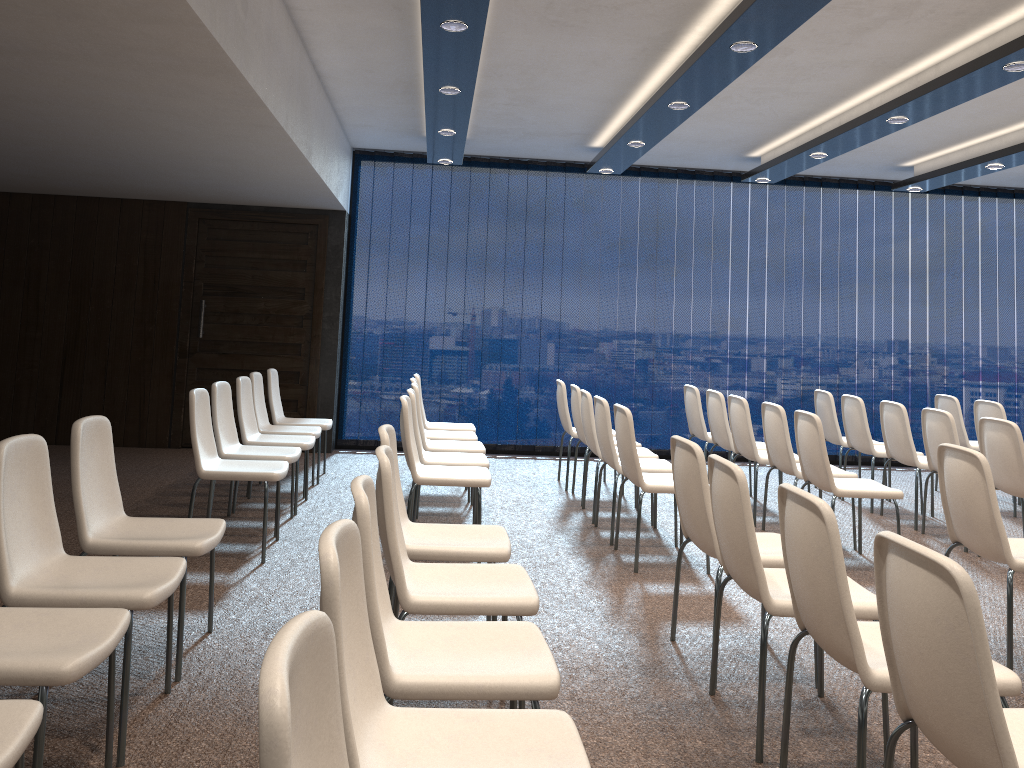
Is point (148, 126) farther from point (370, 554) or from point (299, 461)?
point (370, 554)

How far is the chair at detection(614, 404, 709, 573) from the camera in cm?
509

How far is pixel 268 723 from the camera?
1.0 meters

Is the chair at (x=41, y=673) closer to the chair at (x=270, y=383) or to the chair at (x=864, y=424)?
the chair at (x=270, y=383)

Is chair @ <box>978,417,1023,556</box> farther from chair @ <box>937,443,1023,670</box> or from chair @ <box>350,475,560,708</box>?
chair @ <box>350,475,560,708</box>

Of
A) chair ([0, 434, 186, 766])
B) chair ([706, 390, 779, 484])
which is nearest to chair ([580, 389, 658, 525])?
chair ([706, 390, 779, 484])

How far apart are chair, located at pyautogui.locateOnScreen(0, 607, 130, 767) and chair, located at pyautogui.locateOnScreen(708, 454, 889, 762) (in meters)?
1.95

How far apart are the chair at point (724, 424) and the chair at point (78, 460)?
4.4 meters

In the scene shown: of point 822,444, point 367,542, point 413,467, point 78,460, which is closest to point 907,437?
point 822,444

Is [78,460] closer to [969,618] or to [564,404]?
[969,618]
